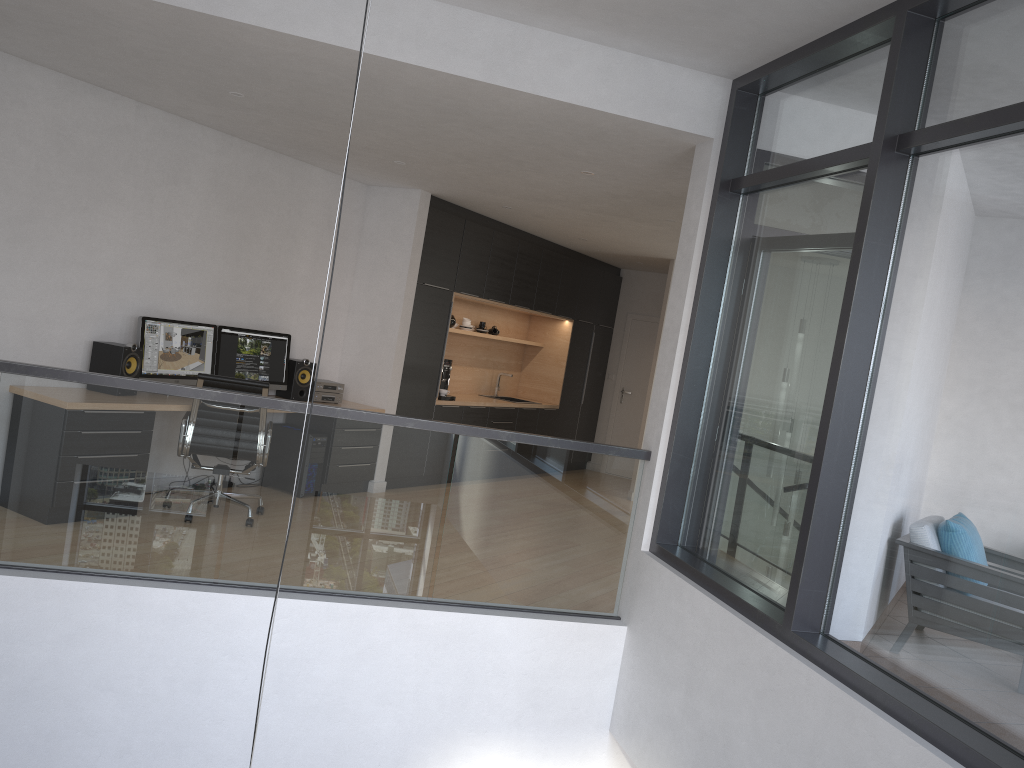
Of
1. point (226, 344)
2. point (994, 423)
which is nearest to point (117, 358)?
point (226, 344)

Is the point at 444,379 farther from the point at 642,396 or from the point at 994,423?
the point at 994,423

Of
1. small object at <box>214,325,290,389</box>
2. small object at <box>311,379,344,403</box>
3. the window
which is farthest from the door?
the window

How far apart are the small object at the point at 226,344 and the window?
3.82m

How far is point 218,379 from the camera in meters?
5.8 m

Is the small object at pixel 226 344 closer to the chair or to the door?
the chair

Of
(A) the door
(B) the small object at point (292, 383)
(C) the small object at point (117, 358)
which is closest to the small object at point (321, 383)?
(B) the small object at point (292, 383)

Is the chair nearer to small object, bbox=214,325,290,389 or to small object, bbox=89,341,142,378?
small object, bbox=89,341,142,378

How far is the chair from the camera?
5.81m

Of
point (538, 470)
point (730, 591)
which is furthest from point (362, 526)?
point (730, 591)
